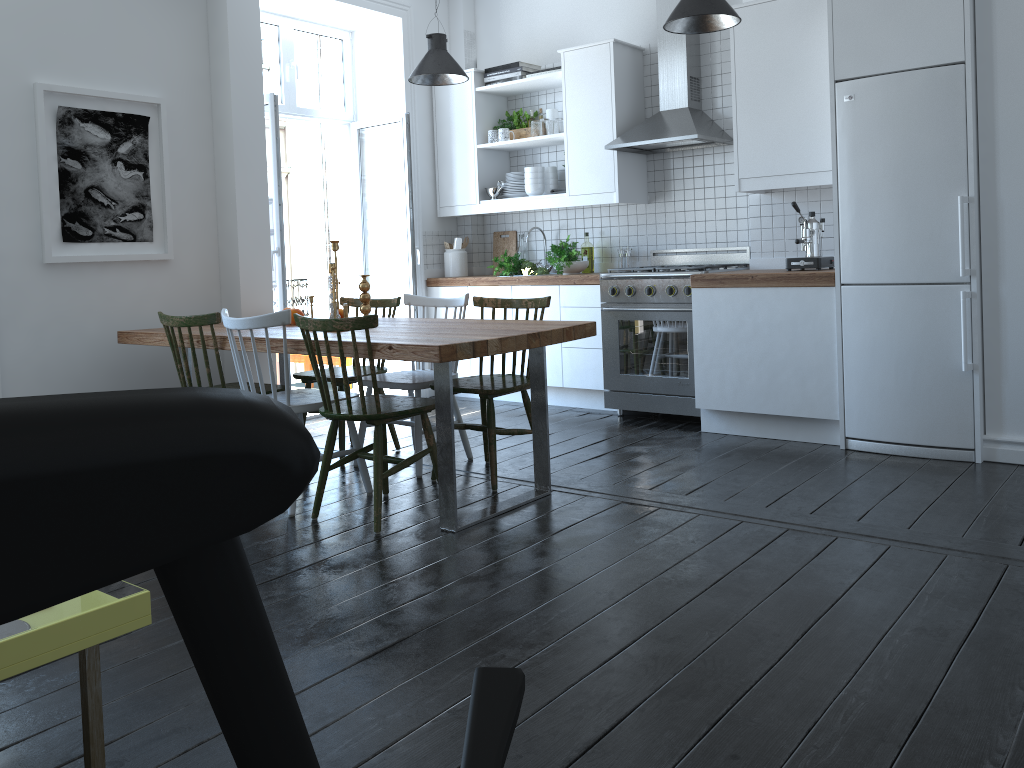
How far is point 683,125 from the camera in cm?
515

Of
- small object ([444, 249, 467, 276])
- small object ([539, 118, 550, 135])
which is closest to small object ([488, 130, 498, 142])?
small object ([539, 118, 550, 135])

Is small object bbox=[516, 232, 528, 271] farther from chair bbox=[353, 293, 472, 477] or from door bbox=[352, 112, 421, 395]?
chair bbox=[353, 293, 472, 477]

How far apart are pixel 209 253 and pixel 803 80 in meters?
3.4

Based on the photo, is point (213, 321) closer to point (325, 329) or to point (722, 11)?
point (325, 329)

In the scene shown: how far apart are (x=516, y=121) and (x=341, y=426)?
2.8 meters

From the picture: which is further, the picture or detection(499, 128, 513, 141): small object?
detection(499, 128, 513, 141): small object

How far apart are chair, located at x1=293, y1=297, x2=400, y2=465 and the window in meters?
1.8 m

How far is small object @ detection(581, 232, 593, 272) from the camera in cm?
602

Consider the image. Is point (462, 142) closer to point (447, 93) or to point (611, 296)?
point (447, 93)
